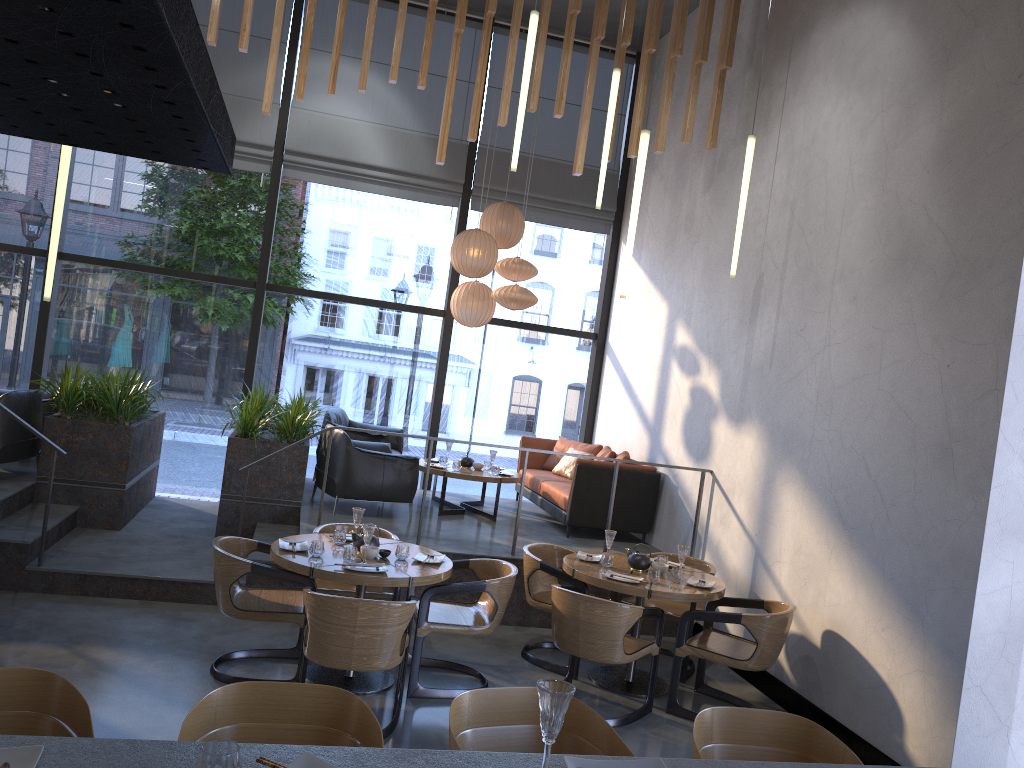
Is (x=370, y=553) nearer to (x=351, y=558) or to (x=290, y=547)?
(x=351, y=558)

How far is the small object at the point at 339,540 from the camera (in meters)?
5.52

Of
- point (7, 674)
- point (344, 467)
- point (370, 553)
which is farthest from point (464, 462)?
point (7, 674)

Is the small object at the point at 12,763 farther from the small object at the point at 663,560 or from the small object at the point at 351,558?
the small object at the point at 663,560

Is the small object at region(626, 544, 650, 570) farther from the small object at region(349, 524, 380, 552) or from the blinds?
the blinds

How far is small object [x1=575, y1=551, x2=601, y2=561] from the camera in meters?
6.2

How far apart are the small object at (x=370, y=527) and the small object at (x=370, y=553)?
0.1 meters

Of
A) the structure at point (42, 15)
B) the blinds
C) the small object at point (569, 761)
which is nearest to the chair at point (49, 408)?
the blinds

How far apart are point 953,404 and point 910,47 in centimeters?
234cm

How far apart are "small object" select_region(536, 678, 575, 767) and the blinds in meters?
8.5
